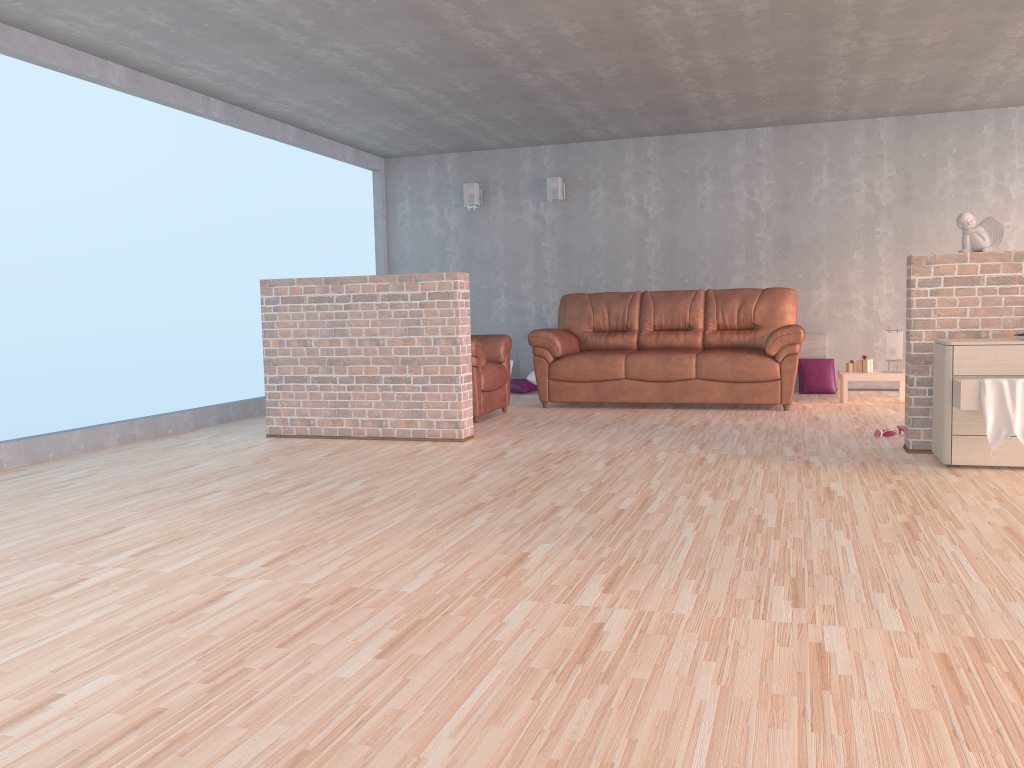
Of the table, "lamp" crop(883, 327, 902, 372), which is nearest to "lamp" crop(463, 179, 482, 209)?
the table

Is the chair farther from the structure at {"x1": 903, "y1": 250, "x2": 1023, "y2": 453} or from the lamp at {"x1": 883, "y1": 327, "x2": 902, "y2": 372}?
the lamp at {"x1": 883, "y1": 327, "x2": 902, "y2": 372}

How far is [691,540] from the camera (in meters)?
3.08

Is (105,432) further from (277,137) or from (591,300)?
(591,300)

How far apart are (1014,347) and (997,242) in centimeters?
73cm

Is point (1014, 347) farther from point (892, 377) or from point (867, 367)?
point (867, 367)

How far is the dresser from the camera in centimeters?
416cm

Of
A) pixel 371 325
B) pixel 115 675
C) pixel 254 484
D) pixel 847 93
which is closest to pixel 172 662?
pixel 115 675

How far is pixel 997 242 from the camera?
4.6m

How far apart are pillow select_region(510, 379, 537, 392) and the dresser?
4.5 meters
